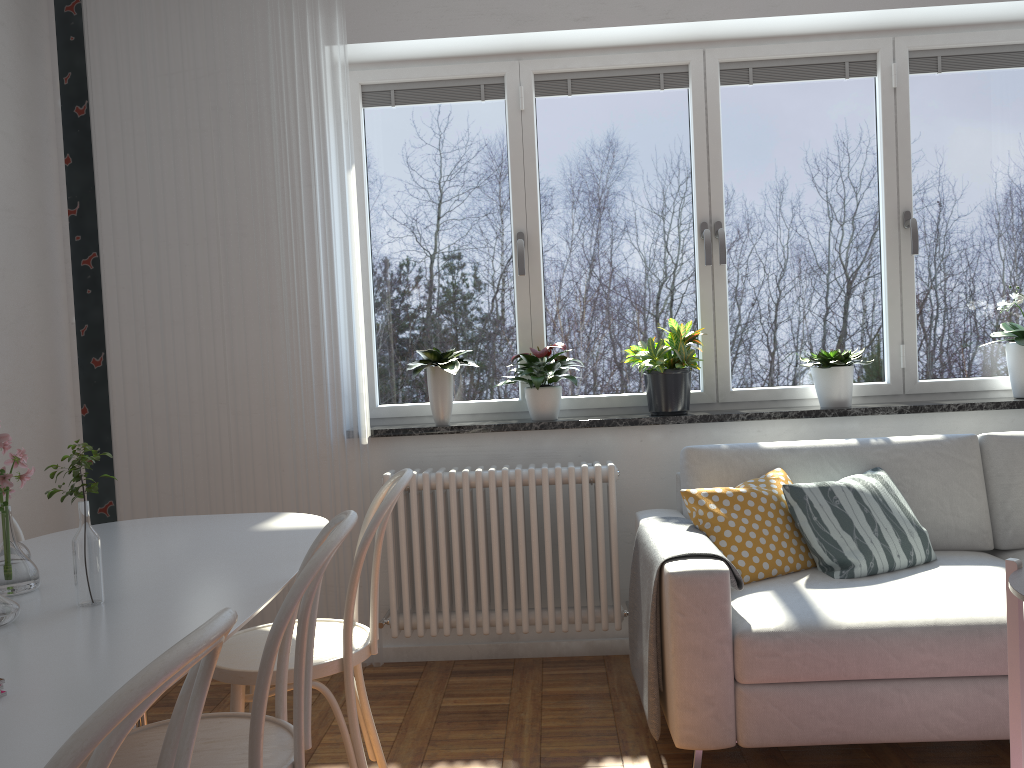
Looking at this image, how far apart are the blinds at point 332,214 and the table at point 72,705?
Answer: 1.0 meters

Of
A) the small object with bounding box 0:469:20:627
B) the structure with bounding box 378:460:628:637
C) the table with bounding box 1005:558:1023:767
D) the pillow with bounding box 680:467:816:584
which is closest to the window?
the structure with bounding box 378:460:628:637

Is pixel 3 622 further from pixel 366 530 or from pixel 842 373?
pixel 842 373

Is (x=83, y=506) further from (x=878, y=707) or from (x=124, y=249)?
(x=124, y=249)

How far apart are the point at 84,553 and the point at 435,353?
2.00m

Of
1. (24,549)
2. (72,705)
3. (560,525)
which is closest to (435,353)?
(560,525)

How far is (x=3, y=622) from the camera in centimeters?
144cm

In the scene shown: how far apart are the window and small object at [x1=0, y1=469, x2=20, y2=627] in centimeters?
229cm

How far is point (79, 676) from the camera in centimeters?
119cm

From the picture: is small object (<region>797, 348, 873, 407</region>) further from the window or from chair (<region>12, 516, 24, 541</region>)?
chair (<region>12, 516, 24, 541</region>)
